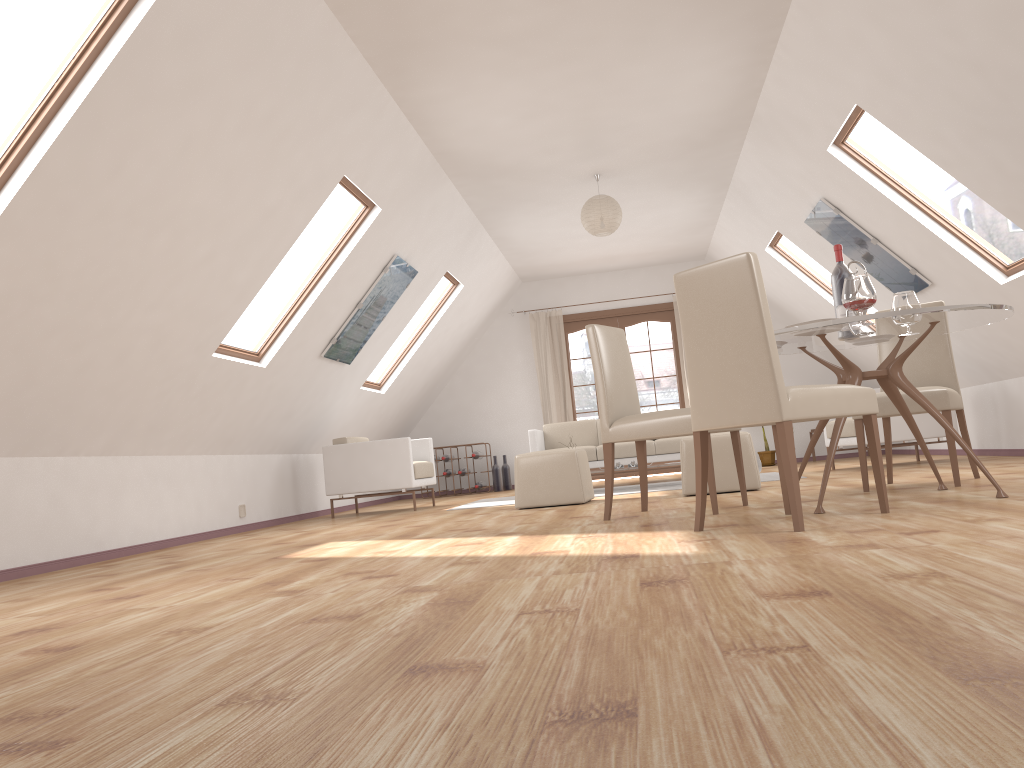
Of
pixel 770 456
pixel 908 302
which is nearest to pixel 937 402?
pixel 908 302

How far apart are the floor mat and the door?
3.35m

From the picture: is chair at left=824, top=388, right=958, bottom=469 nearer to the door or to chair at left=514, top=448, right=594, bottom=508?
chair at left=514, top=448, right=594, bottom=508

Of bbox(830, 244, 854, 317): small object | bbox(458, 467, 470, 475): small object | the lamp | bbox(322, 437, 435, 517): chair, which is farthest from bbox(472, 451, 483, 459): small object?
bbox(830, 244, 854, 317): small object

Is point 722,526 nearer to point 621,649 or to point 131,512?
point 621,649

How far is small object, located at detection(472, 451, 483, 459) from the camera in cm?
1069

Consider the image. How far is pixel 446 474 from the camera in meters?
10.7

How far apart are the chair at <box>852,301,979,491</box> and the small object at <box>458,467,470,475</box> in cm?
627

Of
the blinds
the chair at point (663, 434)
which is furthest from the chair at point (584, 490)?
the blinds

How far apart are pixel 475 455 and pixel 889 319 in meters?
7.5 m
